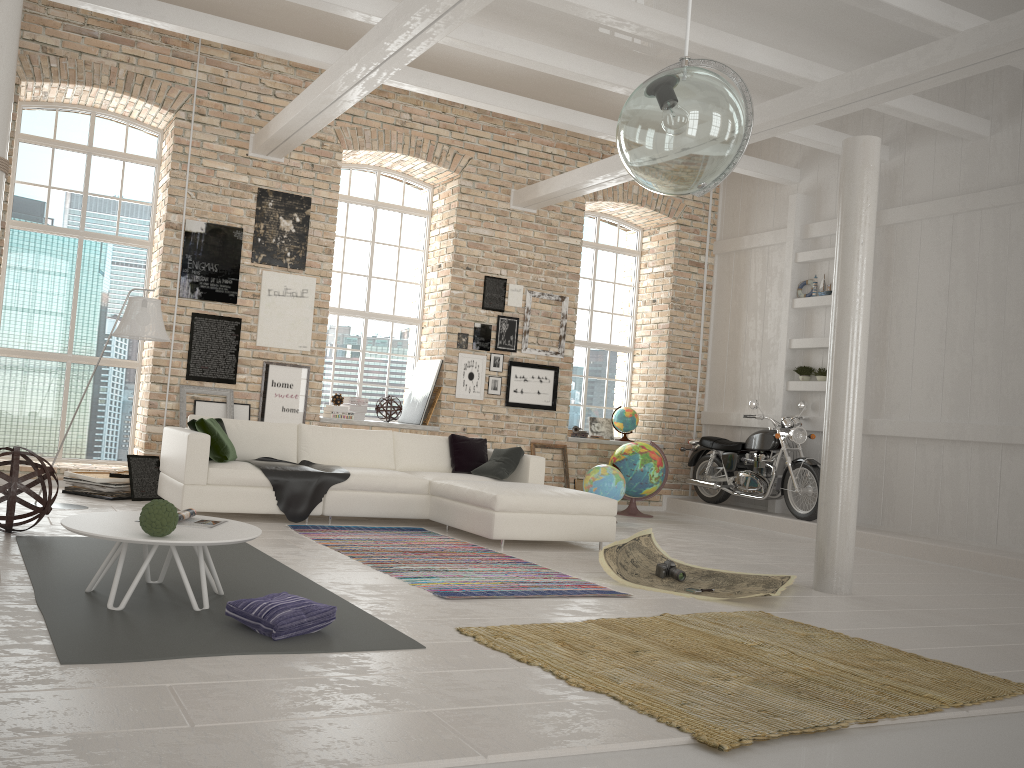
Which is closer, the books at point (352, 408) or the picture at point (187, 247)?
the picture at point (187, 247)

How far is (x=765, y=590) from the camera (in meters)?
5.50

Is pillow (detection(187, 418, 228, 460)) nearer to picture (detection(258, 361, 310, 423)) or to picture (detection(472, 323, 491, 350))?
picture (detection(258, 361, 310, 423))

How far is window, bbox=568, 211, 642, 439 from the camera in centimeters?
1168cm

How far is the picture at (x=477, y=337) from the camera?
10.2m

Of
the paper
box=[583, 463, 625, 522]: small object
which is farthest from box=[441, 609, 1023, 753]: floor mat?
box=[583, 463, 625, 522]: small object

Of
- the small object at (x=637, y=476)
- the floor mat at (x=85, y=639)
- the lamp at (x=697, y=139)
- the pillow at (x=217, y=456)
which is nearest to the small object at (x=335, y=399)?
the pillow at (x=217, y=456)

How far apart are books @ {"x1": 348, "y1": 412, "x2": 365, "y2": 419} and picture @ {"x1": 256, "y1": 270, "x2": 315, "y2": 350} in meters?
1.1 m

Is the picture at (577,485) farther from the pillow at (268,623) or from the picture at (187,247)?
the pillow at (268,623)

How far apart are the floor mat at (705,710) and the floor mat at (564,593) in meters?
0.5
